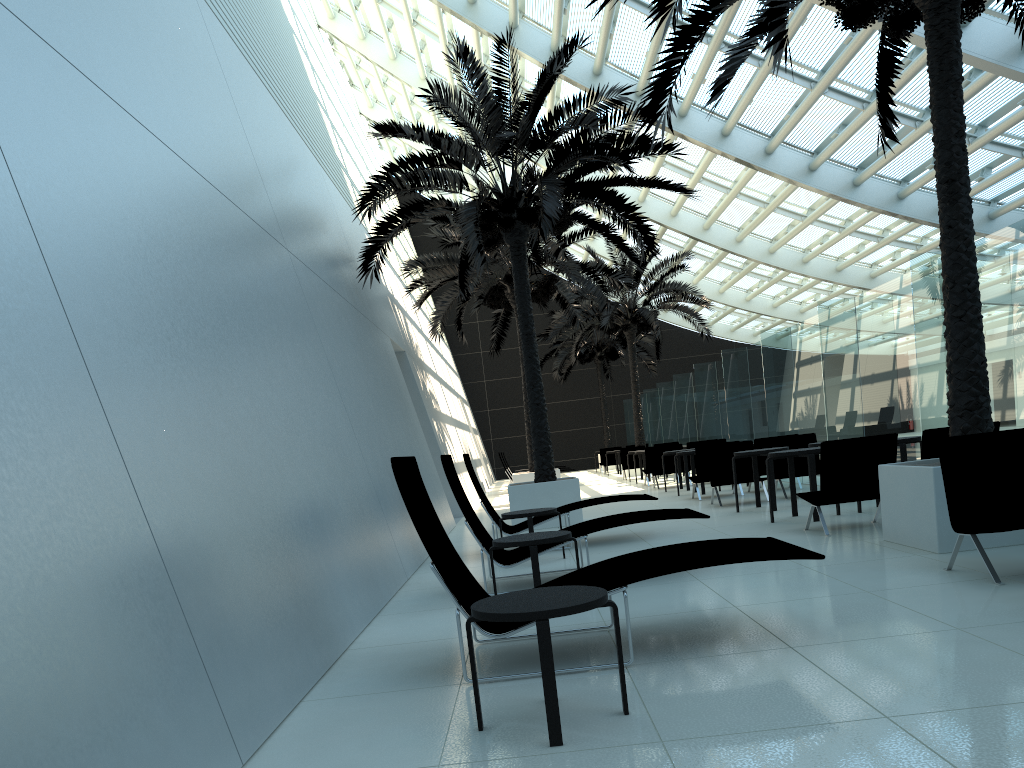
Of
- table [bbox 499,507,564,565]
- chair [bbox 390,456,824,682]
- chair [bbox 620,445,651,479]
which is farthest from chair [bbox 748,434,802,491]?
chair [bbox 620,445,651,479]

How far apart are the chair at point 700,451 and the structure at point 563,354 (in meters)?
17.76

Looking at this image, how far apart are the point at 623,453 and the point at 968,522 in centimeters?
1867cm

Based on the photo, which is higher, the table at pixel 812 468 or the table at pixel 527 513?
the table at pixel 812 468

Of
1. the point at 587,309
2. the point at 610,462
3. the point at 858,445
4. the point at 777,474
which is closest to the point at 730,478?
the point at 777,474

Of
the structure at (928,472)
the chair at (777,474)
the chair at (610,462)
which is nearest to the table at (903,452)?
the structure at (928,472)

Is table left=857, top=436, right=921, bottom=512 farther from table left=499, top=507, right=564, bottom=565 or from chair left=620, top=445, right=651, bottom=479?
chair left=620, top=445, right=651, bottom=479

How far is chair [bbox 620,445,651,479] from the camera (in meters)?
24.24

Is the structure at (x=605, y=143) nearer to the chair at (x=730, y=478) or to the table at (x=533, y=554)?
the chair at (x=730, y=478)

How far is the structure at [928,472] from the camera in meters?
6.5 m
